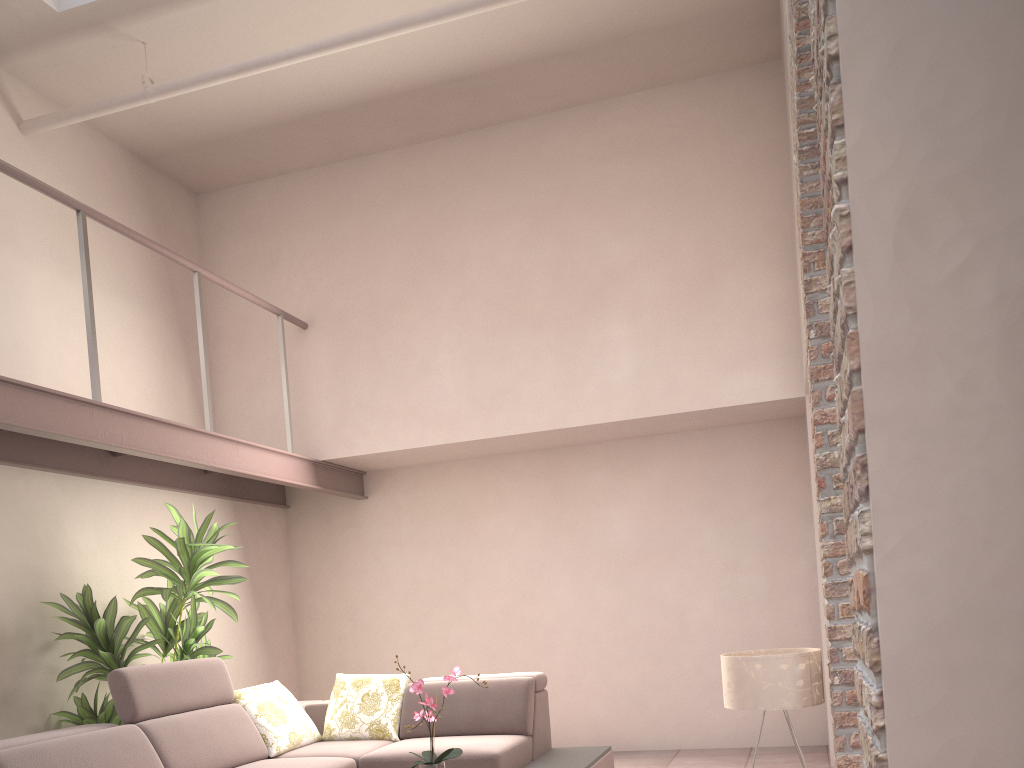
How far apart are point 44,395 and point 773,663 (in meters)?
3.50

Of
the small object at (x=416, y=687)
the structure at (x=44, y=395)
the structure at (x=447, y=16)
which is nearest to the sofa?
the small object at (x=416, y=687)

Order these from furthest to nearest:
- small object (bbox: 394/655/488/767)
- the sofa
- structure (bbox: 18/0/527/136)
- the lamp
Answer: structure (bbox: 18/0/527/136), the sofa, small object (bbox: 394/655/488/767), the lamp

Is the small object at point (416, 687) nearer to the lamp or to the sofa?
the sofa

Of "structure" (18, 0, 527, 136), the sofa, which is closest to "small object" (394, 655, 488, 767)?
the sofa

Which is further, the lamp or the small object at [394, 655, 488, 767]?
the small object at [394, 655, 488, 767]

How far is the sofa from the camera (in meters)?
3.96

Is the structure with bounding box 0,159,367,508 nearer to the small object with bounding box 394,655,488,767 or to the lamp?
the small object with bounding box 394,655,488,767

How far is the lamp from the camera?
3.38m

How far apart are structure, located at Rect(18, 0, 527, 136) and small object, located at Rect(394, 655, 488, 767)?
3.25m
